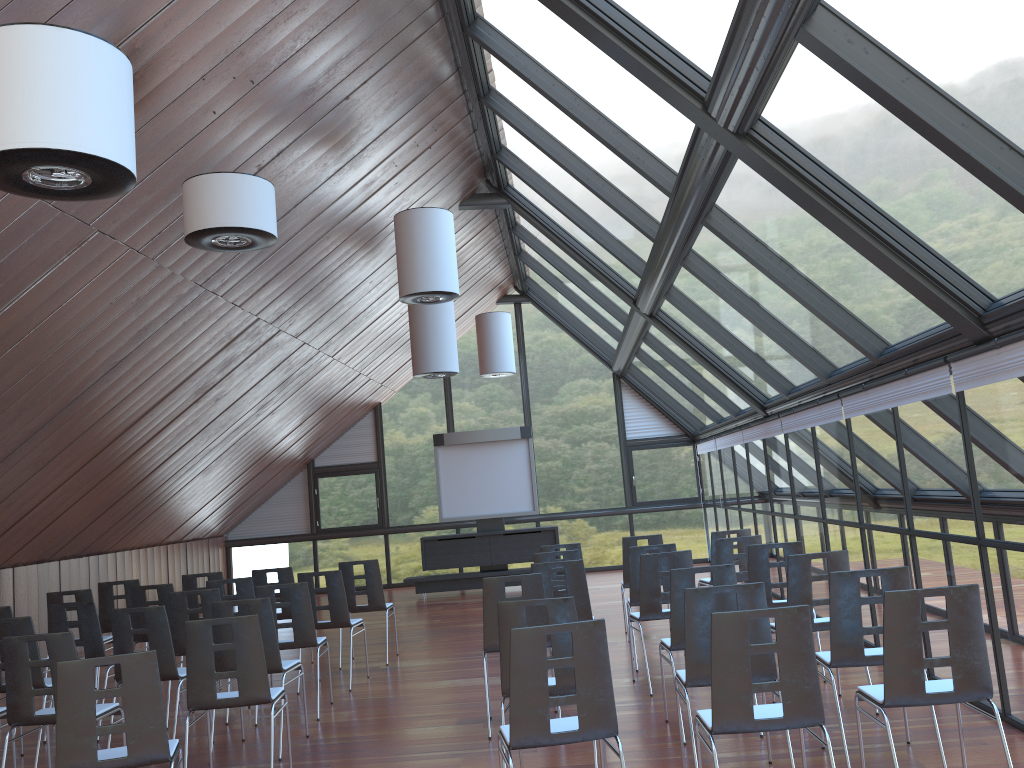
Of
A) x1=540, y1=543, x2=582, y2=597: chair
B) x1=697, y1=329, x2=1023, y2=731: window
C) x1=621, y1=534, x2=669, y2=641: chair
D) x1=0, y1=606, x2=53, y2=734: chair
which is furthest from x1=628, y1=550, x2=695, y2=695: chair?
x1=0, y1=606, x2=53, y2=734: chair

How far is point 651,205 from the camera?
8.7m

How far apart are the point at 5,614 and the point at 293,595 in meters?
2.7 m

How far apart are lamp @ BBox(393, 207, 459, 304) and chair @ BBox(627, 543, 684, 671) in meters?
3.3

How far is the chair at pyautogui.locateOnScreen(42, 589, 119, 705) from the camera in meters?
9.4 m

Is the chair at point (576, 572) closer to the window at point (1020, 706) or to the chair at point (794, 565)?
the chair at point (794, 565)

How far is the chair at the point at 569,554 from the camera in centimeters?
901cm

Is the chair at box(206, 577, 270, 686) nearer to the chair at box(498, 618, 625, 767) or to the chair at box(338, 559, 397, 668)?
the chair at box(338, 559, 397, 668)

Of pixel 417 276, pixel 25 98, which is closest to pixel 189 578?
pixel 417 276

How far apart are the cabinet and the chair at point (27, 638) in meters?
10.6
